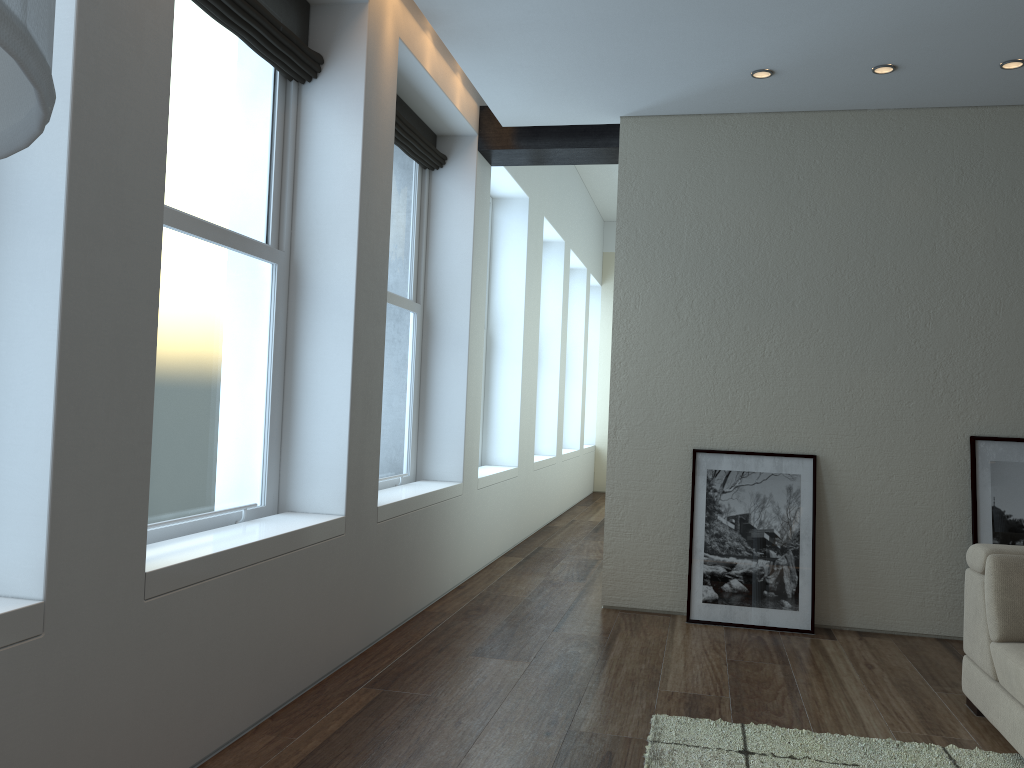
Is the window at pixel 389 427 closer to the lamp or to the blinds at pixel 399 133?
the blinds at pixel 399 133

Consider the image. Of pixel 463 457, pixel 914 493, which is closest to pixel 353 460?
pixel 463 457

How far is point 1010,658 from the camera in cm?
320

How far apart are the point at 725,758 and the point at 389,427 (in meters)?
2.99

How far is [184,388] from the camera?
3.3m

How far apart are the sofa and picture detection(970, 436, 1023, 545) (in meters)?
1.20

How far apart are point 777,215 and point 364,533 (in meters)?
3.01

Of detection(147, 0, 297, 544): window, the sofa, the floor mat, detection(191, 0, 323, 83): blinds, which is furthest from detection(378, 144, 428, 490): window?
the sofa

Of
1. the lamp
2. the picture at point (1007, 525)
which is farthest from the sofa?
the lamp

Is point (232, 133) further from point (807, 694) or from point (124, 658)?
point (807, 694)
